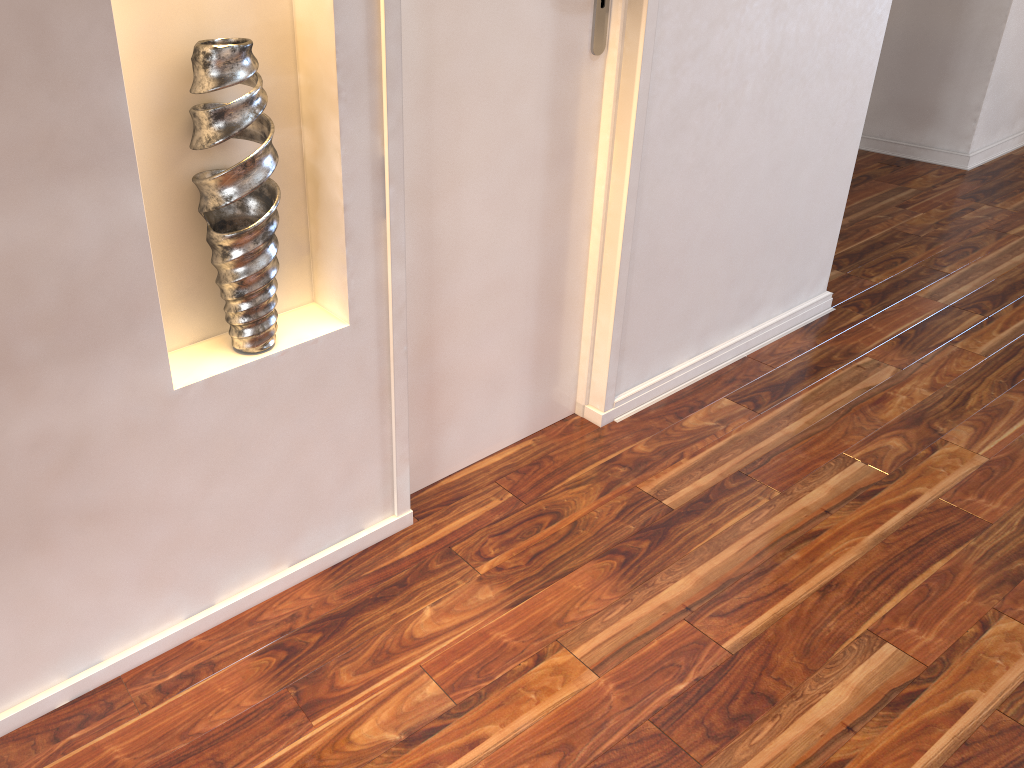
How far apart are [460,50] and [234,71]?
0.5 meters

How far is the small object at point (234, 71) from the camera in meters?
1.2

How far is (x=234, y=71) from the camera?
1.2 meters

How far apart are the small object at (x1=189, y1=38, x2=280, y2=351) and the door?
0.2m

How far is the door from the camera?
1.5m

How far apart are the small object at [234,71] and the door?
0.19m

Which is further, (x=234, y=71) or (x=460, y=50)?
(x=460, y=50)

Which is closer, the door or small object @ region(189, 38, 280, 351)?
small object @ region(189, 38, 280, 351)
